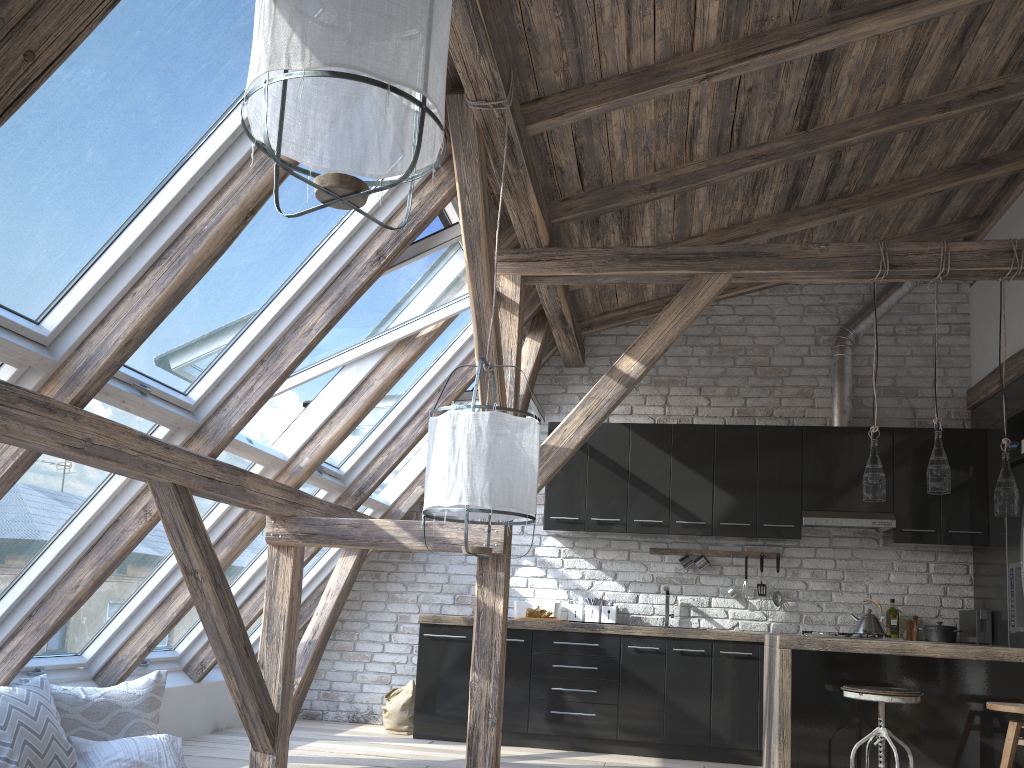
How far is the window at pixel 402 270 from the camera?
4.2 meters

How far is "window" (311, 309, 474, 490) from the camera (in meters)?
5.43

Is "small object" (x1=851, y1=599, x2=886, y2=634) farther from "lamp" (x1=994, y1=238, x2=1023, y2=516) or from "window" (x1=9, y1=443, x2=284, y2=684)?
"window" (x1=9, y1=443, x2=284, y2=684)

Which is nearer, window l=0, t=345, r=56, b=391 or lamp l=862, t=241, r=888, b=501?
window l=0, t=345, r=56, b=391

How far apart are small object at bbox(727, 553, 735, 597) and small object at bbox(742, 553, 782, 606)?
0.3m

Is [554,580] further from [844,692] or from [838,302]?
[838,302]

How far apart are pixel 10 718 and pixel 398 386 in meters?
2.7 m

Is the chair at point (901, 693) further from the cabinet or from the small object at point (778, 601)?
the small object at point (778, 601)

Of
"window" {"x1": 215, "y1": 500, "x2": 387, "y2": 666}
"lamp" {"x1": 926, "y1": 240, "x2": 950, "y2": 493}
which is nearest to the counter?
"lamp" {"x1": 926, "y1": 240, "x2": 950, "y2": 493}

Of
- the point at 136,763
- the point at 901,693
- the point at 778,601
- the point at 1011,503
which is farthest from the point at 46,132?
the point at 778,601
